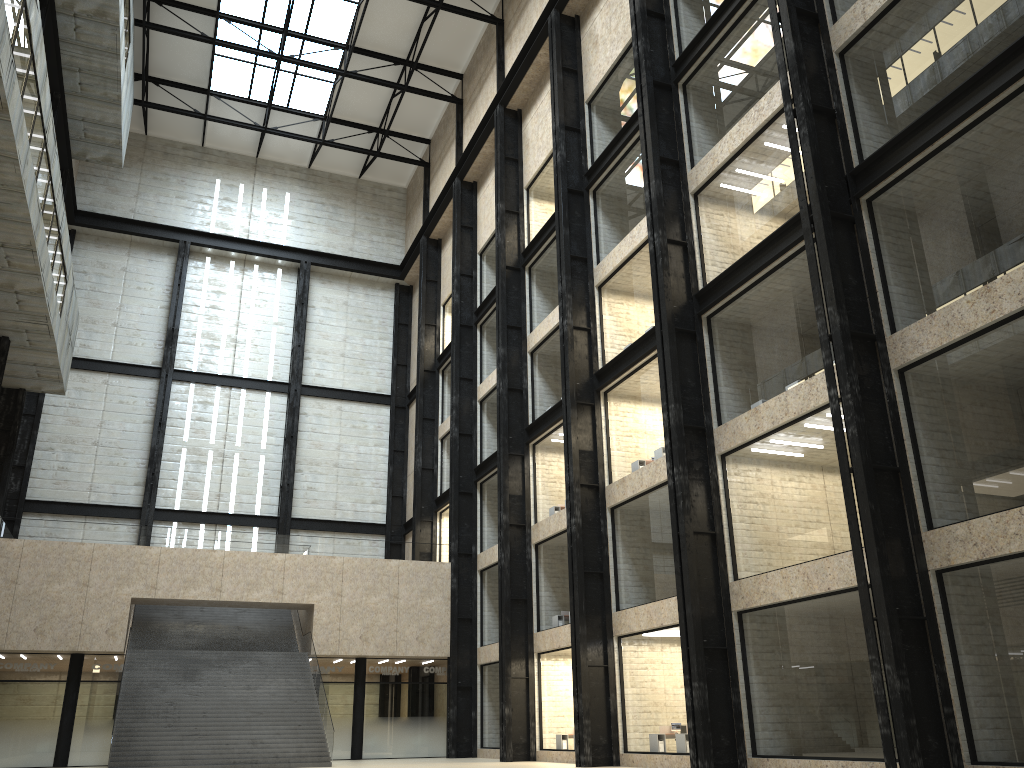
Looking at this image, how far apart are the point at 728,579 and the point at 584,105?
28.7m

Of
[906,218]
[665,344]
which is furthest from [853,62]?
[665,344]
